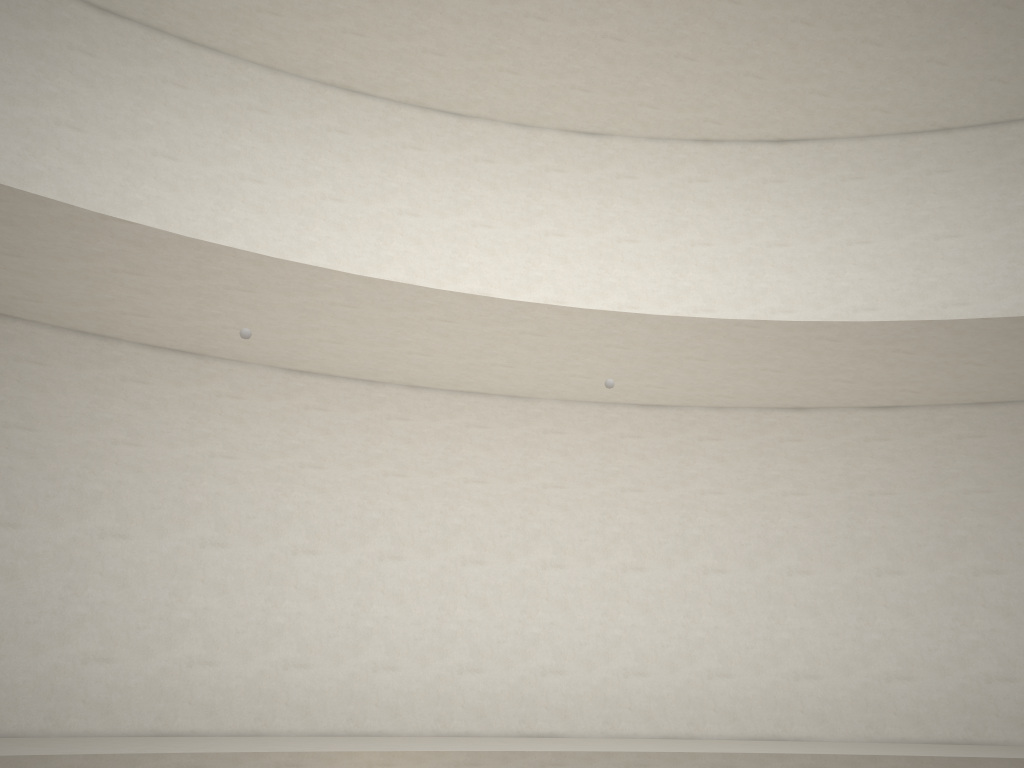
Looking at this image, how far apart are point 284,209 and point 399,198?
1.56m
